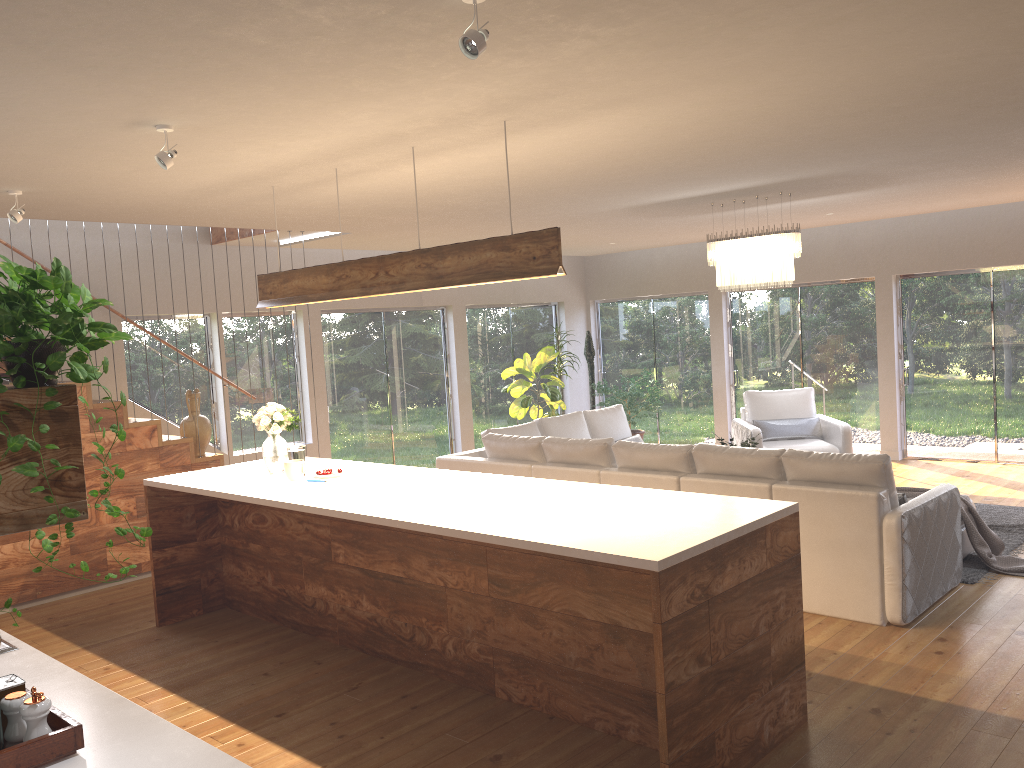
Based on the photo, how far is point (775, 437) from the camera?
9.3m

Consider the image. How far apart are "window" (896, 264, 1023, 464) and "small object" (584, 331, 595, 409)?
3.9 meters

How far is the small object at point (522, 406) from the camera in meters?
11.0

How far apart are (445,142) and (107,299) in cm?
493

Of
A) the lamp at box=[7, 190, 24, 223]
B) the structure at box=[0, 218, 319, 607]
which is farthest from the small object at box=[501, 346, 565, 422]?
the lamp at box=[7, 190, 24, 223]

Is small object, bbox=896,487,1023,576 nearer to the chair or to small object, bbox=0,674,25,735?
the chair

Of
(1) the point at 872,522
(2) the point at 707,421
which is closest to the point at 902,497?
(1) the point at 872,522

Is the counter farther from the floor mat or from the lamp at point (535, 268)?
the floor mat

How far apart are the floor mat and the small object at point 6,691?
5.4m

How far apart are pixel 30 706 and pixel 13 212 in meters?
3.6 m
